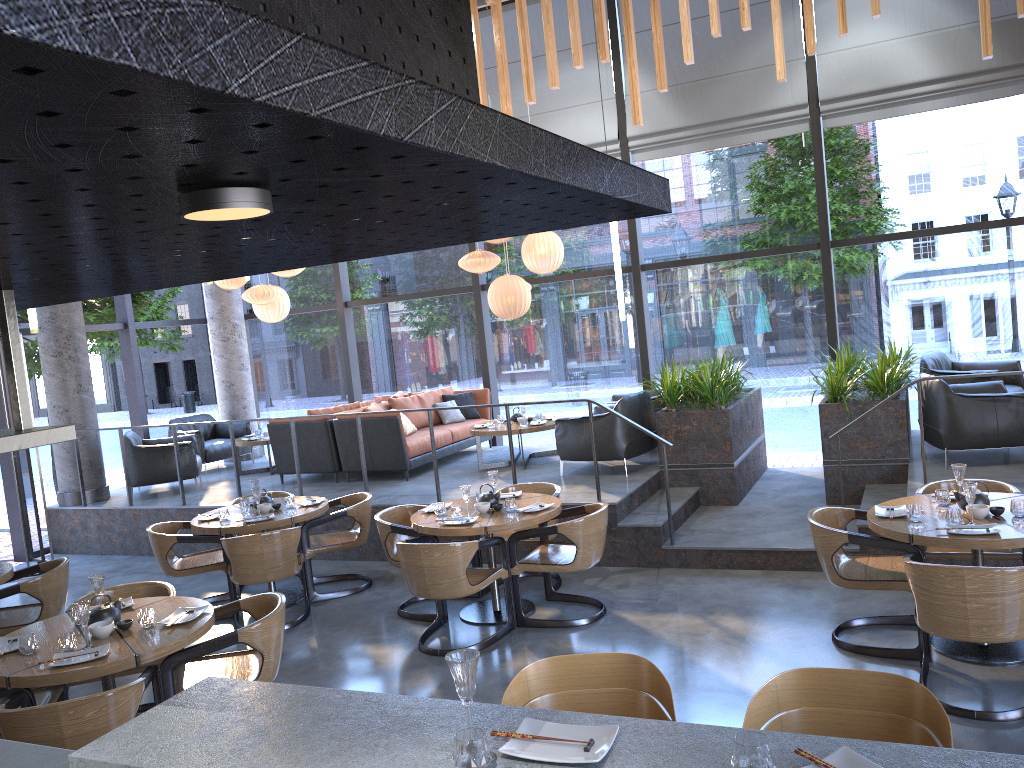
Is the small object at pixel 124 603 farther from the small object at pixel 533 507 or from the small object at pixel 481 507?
the small object at pixel 533 507

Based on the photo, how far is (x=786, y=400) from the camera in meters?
9.9 m

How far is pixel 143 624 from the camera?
4.4 meters

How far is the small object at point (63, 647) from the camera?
4.1 meters

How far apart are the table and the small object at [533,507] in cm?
10

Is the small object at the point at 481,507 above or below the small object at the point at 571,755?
below

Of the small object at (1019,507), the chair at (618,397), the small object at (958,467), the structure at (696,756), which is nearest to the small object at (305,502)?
the chair at (618,397)

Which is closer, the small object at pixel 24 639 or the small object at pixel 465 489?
the small object at pixel 24 639

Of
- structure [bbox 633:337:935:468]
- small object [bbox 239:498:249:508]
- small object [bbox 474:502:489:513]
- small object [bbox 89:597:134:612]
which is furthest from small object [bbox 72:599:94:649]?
structure [bbox 633:337:935:468]

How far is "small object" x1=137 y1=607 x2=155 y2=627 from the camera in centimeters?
441cm
